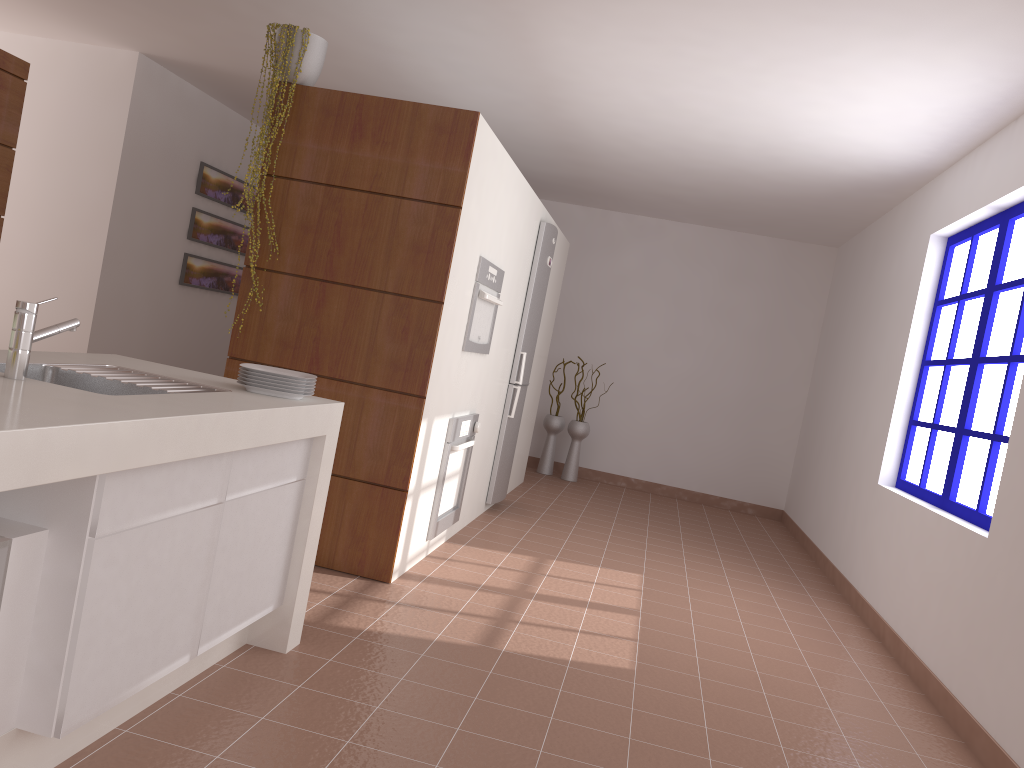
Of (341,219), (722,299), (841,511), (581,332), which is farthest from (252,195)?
(722,299)

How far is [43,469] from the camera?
1.5m

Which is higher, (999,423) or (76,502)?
(999,423)

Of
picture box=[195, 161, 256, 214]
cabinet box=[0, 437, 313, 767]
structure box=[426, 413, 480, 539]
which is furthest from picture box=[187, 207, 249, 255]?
cabinet box=[0, 437, 313, 767]

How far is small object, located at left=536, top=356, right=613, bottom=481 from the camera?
7.9 meters

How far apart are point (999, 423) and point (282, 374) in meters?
3.0 m

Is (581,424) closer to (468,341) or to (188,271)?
(188,271)

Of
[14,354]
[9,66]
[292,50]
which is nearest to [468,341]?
[292,50]

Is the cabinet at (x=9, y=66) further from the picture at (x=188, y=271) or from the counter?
the picture at (x=188, y=271)

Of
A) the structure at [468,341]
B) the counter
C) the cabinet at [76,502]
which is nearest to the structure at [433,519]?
the structure at [468,341]
